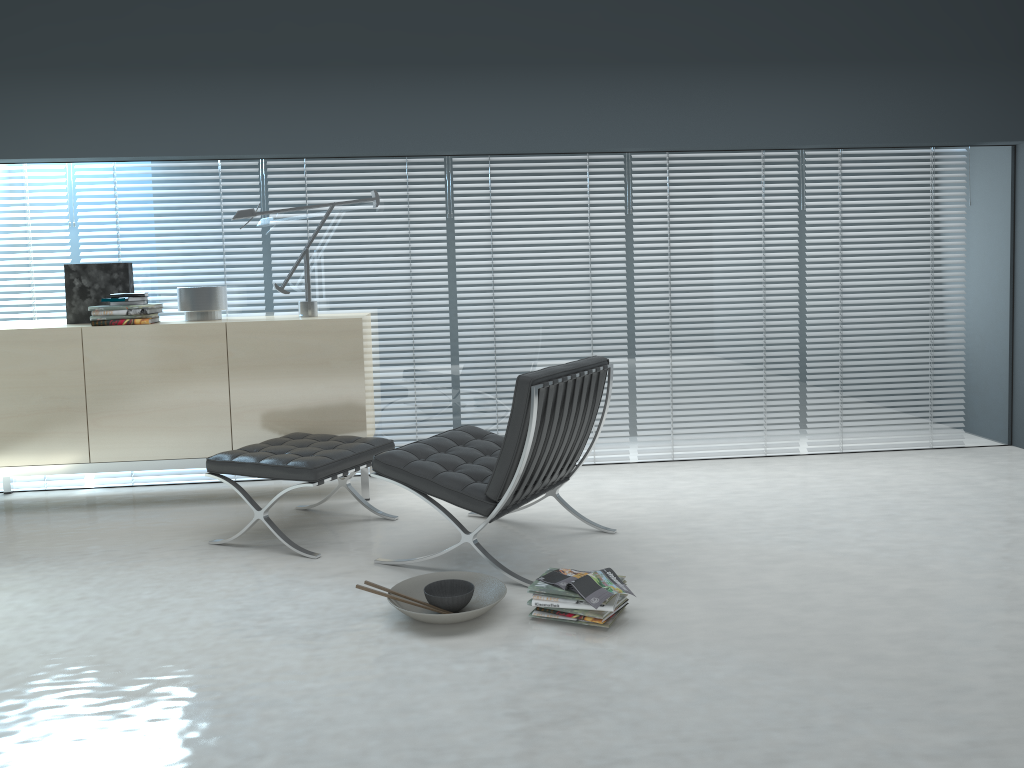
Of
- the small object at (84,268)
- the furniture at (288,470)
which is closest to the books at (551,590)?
the furniture at (288,470)

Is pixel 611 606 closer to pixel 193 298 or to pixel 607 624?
pixel 607 624

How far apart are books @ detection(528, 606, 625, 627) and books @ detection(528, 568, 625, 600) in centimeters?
17cm

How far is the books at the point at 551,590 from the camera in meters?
2.8

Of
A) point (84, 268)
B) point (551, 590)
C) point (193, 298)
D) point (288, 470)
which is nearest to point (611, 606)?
point (551, 590)

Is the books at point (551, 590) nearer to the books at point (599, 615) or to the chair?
the books at point (599, 615)

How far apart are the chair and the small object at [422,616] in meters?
0.1 m

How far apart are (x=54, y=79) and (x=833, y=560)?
4.2m

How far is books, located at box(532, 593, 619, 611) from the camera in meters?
2.7 m

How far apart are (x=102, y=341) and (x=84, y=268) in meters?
0.5
